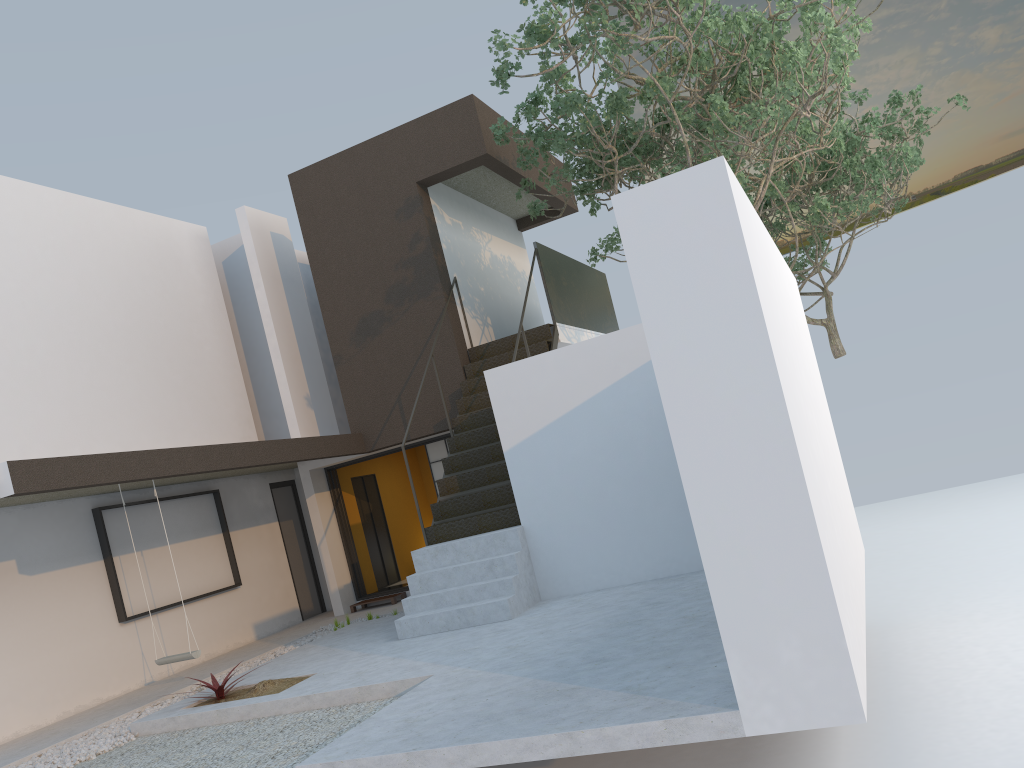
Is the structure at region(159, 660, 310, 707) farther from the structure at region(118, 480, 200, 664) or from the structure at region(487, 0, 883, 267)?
the structure at region(487, 0, 883, 267)

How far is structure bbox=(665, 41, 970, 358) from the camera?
13.6m

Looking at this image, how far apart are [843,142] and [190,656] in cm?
1153

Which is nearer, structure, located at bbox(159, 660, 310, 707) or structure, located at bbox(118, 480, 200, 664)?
structure, located at bbox(159, 660, 310, 707)

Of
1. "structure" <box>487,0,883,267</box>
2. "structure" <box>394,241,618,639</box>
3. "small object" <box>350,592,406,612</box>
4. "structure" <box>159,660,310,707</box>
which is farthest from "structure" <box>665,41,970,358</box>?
"structure" <box>159,660,310,707</box>

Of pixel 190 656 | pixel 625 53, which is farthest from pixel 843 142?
pixel 190 656

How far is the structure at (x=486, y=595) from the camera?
7.82m

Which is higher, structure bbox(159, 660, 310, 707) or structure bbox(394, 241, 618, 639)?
structure bbox(394, 241, 618, 639)

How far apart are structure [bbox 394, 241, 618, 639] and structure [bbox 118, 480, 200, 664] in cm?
192

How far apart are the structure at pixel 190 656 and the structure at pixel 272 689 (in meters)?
0.78
